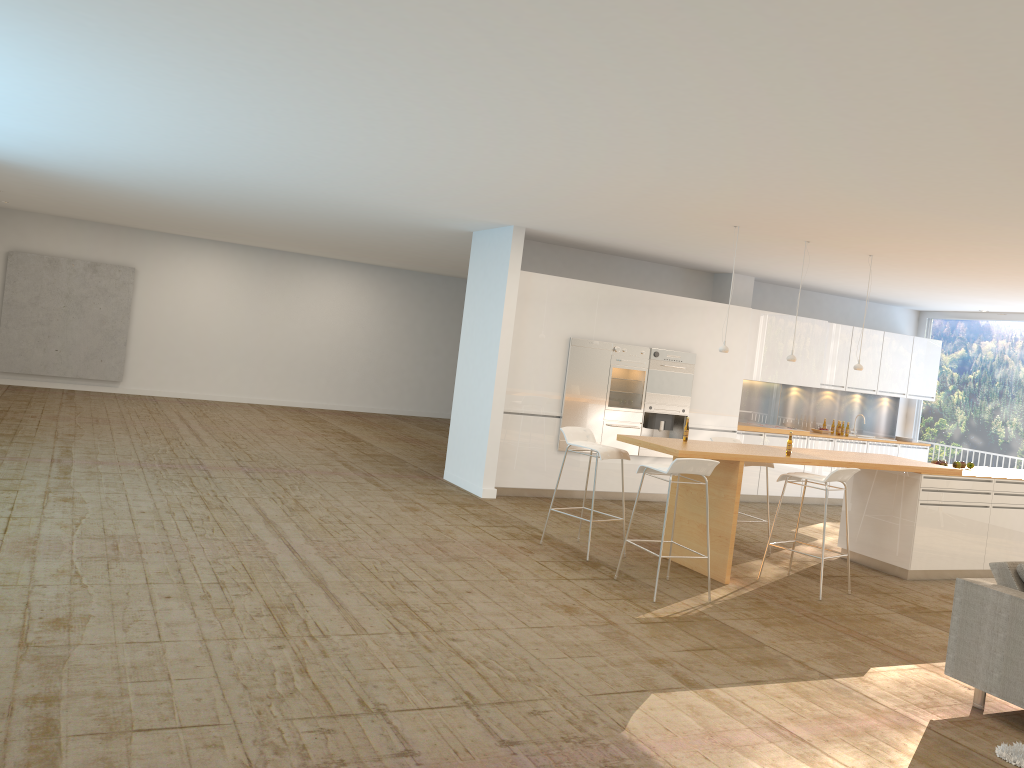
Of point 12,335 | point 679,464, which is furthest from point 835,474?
point 12,335

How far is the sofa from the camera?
4.7 meters

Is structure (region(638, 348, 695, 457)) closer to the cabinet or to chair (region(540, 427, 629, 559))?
the cabinet

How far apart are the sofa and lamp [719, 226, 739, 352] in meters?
3.3 m

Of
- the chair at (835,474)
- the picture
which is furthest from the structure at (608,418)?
the picture

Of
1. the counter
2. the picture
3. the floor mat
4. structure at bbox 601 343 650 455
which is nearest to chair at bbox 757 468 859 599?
the counter

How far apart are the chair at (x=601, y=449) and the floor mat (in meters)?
3.66

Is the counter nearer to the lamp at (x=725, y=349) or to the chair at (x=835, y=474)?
the chair at (x=835, y=474)

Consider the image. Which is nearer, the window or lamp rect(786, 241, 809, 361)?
lamp rect(786, 241, 809, 361)

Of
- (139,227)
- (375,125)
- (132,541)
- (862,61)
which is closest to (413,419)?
(139,227)
